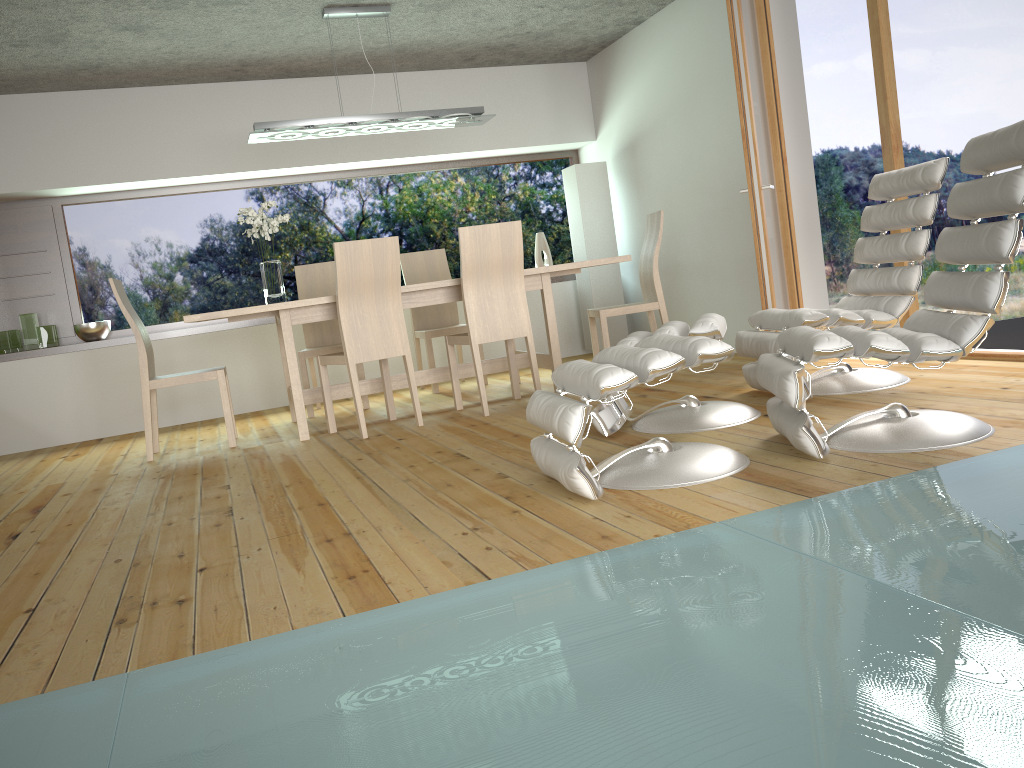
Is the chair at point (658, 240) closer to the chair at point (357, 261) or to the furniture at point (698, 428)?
the chair at point (357, 261)

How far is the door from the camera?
4.7m

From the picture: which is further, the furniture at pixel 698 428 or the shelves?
the shelves

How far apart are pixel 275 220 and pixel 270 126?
0.55m

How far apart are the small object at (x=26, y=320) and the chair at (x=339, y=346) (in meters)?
1.89

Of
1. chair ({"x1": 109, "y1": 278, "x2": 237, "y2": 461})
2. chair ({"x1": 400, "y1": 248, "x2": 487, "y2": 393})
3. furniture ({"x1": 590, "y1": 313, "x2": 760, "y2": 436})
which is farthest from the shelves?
furniture ({"x1": 590, "y1": 313, "x2": 760, "y2": 436})

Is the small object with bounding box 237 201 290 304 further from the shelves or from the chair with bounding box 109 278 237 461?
the shelves

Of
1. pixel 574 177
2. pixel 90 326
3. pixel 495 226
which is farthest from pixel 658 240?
pixel 90 326

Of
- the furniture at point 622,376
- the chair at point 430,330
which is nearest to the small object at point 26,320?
the chair at point 430,330

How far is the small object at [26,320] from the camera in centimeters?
621cm
